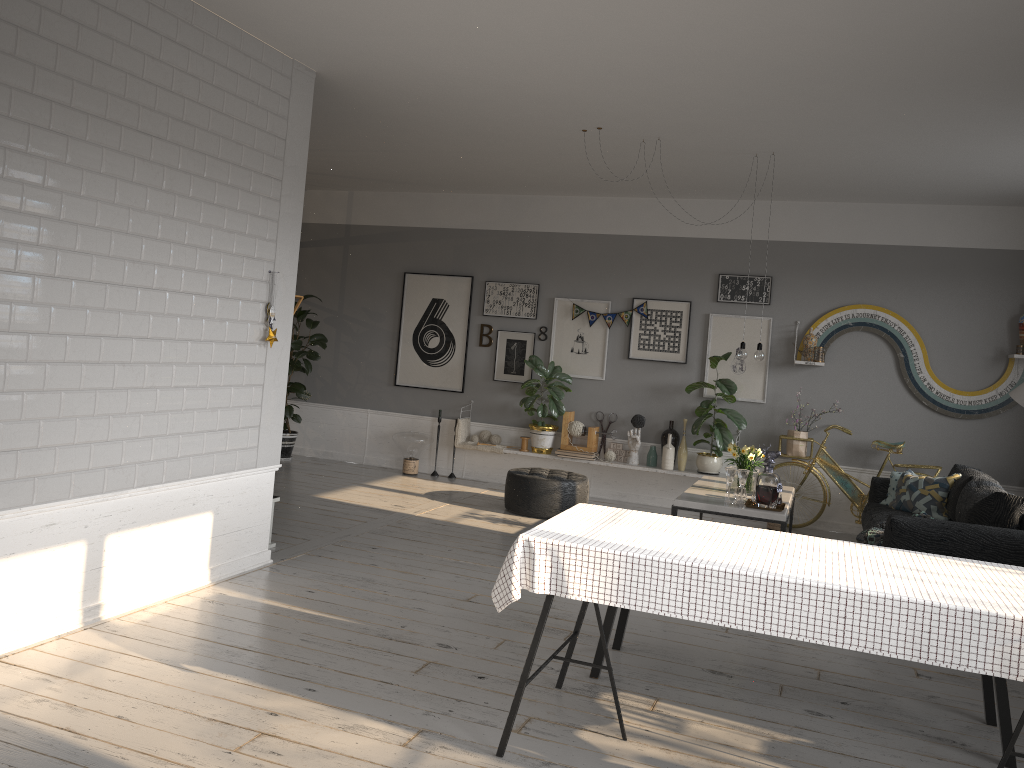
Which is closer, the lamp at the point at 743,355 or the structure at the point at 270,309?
the structure at the point at 270,309

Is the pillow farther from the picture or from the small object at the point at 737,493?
the small object at the point at 737,493

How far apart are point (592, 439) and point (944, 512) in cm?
319

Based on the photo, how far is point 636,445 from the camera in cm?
851

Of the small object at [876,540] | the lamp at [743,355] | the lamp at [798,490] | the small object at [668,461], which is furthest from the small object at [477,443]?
the small object at [876,540]

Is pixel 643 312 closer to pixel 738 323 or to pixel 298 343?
pixel 738 323

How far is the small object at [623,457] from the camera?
8.7 meters

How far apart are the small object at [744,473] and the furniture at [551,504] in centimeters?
182cm

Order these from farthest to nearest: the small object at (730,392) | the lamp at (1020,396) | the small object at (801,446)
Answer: the small object at (730,392)
the small object at (801,446)
the lamp at (1020,396)

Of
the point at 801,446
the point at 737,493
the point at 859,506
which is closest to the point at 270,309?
the point at 737,493
